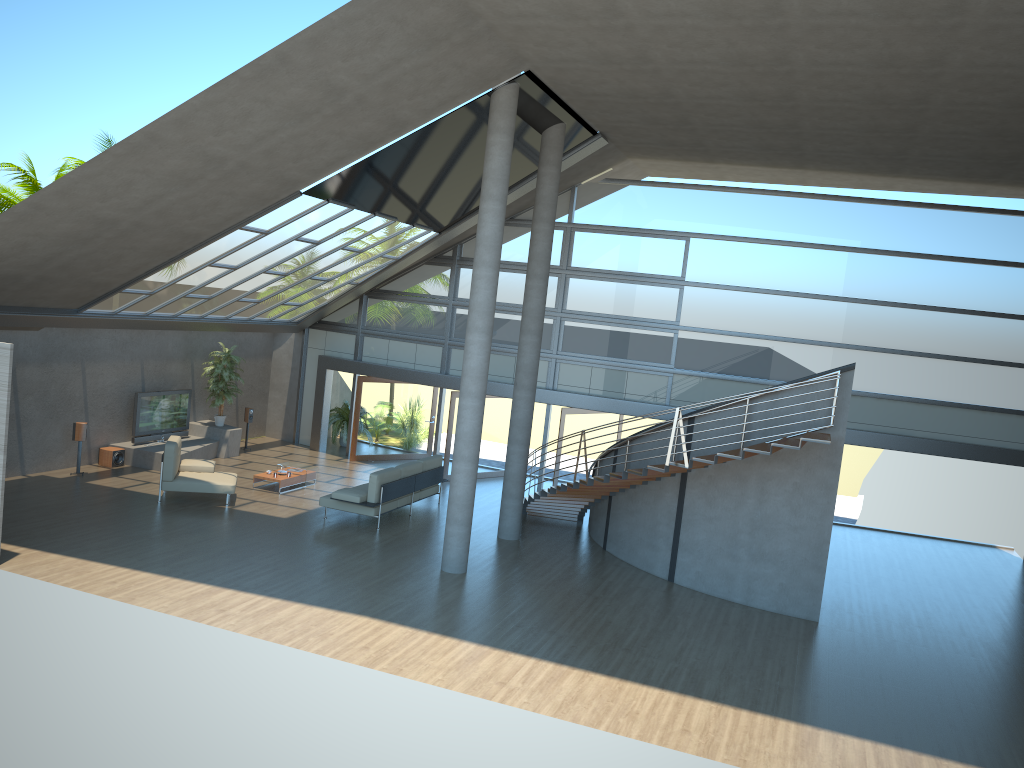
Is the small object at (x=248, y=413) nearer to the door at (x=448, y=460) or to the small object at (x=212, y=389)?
the small object at (x=212, y=389)

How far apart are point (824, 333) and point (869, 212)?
2.46m

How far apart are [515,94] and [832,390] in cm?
597

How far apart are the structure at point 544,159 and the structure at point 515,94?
2.2m

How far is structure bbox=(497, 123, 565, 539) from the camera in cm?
1442

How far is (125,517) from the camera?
13.7m

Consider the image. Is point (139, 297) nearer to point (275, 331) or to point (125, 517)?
point (125, 517)

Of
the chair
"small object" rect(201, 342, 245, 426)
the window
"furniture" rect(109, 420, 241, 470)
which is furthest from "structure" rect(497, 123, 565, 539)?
"small object" rect(201, 342, 245, 426)

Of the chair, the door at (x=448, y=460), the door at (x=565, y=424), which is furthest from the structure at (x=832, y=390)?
the chair

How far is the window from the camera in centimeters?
1686cm
